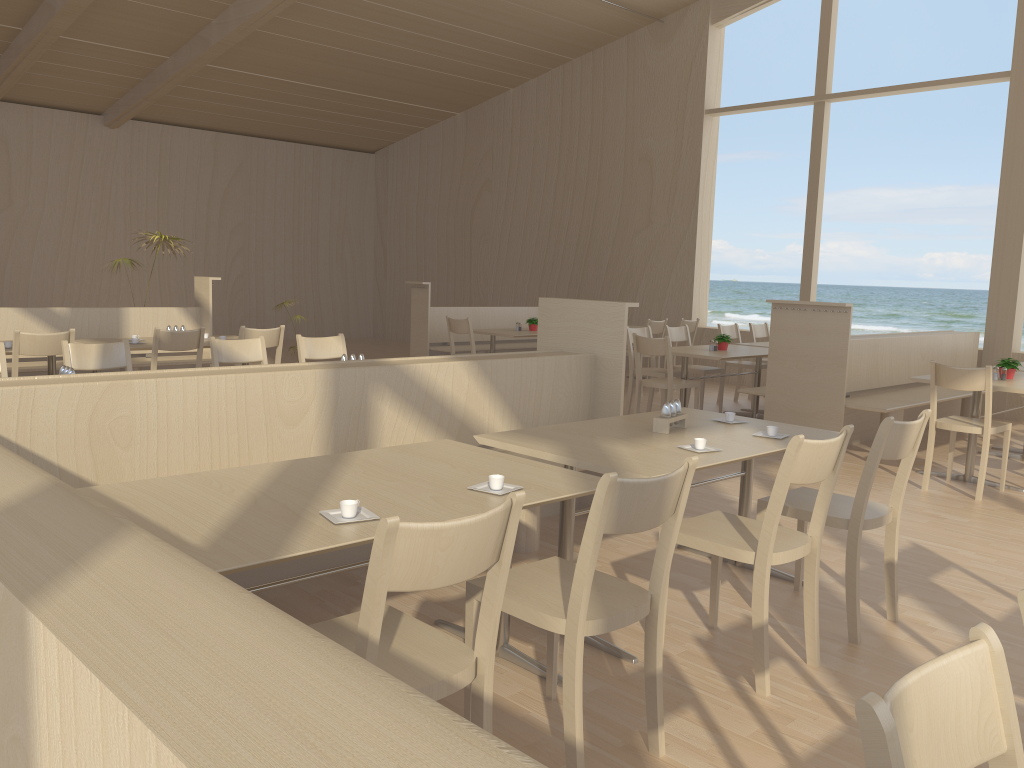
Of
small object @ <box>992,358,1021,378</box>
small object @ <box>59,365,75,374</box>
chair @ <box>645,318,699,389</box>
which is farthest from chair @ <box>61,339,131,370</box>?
chair @ <box>645,318,699,389</box>

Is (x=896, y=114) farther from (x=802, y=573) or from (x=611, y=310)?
(x=802, y=573)

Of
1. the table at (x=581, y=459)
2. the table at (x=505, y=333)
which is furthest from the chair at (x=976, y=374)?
the table at (x=505, y=333)

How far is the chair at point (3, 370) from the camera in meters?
4.4

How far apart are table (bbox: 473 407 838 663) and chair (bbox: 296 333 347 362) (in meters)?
2.55

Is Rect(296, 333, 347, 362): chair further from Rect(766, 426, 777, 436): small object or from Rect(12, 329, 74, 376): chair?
Rect(766, 426, 777, 436): small object

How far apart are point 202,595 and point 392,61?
11.6m

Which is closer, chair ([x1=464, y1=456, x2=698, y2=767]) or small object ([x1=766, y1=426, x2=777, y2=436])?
chair ([x1=464, y1=456, x2=698, y2=767])

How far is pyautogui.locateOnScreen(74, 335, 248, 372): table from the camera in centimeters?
601cm

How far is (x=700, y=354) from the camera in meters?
7.0
